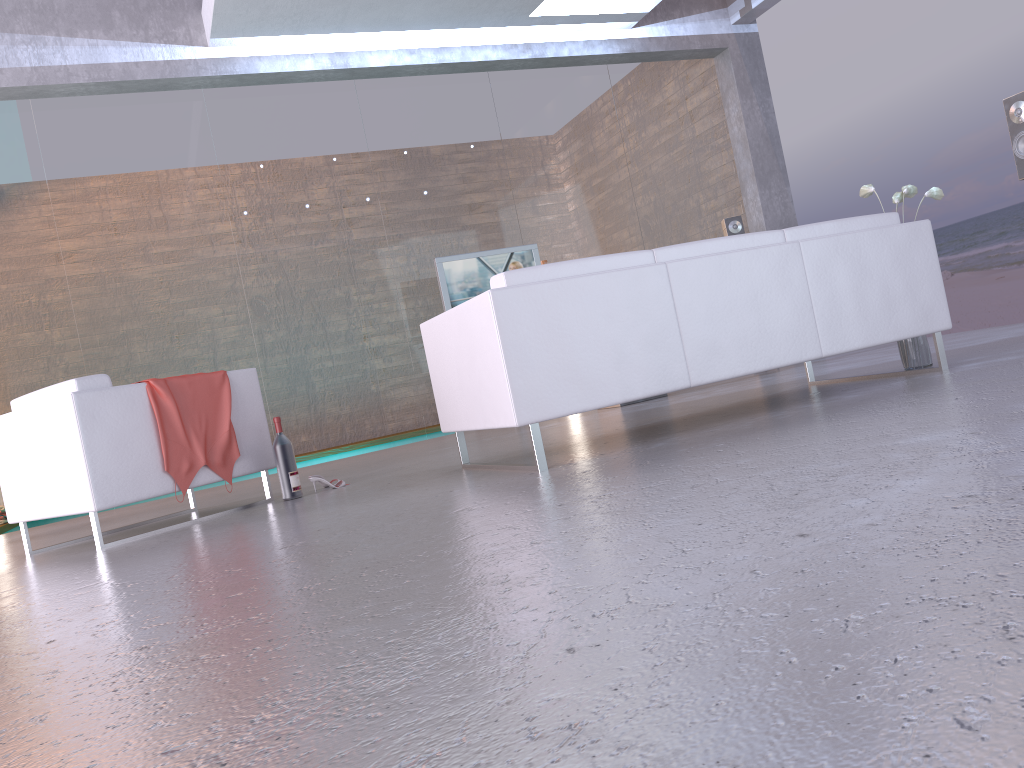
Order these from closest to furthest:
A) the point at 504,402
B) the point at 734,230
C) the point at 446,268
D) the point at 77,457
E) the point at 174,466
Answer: the point at 504,402
the point at 77,457
the point at 174,466
the point at 446,268
the point at 734,230

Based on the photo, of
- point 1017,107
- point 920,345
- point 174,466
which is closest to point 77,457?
point 174,466

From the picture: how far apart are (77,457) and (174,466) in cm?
44

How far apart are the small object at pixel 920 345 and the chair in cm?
340

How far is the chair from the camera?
4.0m

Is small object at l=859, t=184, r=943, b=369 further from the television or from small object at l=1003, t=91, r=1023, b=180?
the television

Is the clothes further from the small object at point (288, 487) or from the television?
the television

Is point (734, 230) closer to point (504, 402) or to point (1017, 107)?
point (1017, 107)

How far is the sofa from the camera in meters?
3.5 m

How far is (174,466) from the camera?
4.3 meters
